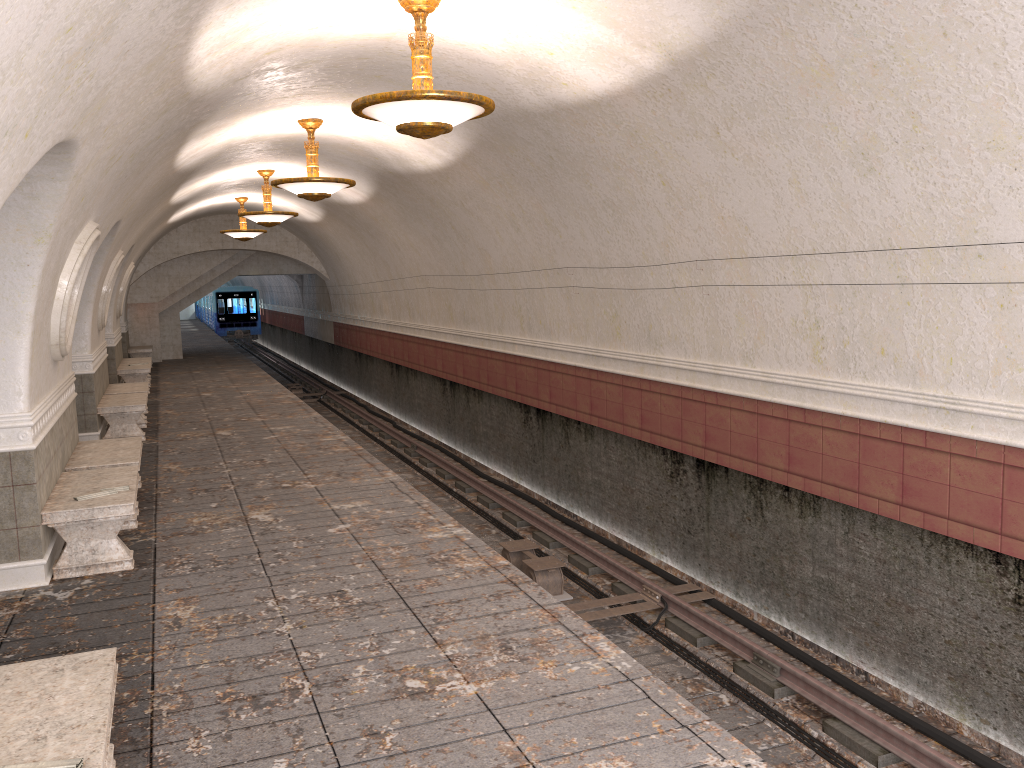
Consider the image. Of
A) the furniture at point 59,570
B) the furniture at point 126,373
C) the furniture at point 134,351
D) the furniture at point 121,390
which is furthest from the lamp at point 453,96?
the furniture at point 134,351

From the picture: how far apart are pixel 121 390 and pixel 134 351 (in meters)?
10.24

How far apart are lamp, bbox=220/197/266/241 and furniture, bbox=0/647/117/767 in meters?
16.5

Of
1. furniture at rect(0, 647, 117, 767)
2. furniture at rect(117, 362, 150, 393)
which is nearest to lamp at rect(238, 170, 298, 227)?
furniture at rect(117, 362, 150, 393)

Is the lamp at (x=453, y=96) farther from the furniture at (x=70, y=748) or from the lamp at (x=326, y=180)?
the lamp at (x=326, y=180)

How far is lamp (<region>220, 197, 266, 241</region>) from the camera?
19.2 meters

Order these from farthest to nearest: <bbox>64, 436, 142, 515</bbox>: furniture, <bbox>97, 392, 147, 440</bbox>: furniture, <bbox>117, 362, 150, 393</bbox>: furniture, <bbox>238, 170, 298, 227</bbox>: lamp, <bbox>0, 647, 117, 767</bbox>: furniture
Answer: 1. <bbox>117, 362, 150, 393</bbox>: furniture
2. <bbox>238, 170, 298, 227</bbox>: lamp
3. <bbox>97, 392, 147, 440</bbox>: furniture
4. <bbox>64, 436, 142, 515</bbox>: furniture
5. <bbox>0, 647, 117, 767</bbox>: furniture

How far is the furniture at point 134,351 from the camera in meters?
23.2 m

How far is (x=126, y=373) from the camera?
17.4 meters

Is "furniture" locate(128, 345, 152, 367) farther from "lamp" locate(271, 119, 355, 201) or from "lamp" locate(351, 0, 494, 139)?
"lamp" locate(351, 0, 494, 139)
